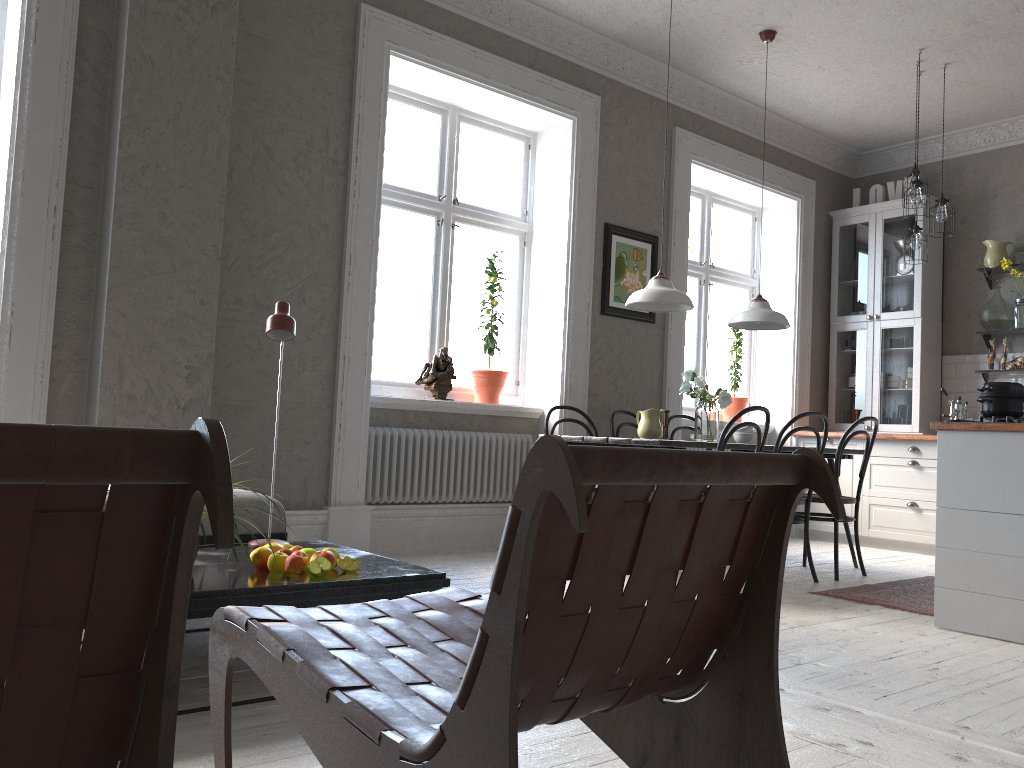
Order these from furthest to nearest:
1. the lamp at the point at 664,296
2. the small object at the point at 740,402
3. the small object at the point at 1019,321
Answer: the small object at the point at 740,402, the small object at the point at 1019,321, the lamp at the point at 664,296

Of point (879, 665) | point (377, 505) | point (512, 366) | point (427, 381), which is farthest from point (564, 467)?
point (512, 366)

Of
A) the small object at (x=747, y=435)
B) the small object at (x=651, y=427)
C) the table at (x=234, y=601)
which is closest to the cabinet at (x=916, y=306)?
the small object at (x=747, y=435)

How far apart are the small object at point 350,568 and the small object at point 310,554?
0.1m

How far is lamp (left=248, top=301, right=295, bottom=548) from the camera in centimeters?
295cm

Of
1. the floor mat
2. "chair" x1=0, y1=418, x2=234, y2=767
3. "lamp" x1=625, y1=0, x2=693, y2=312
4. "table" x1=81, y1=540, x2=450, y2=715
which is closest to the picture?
"lamp" x1=625, y1=0, x2=693, y2=312

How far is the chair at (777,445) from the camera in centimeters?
454cm

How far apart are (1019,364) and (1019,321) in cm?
31

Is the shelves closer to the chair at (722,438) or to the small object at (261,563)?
the chair at (722,438)

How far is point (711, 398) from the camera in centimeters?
476cm
